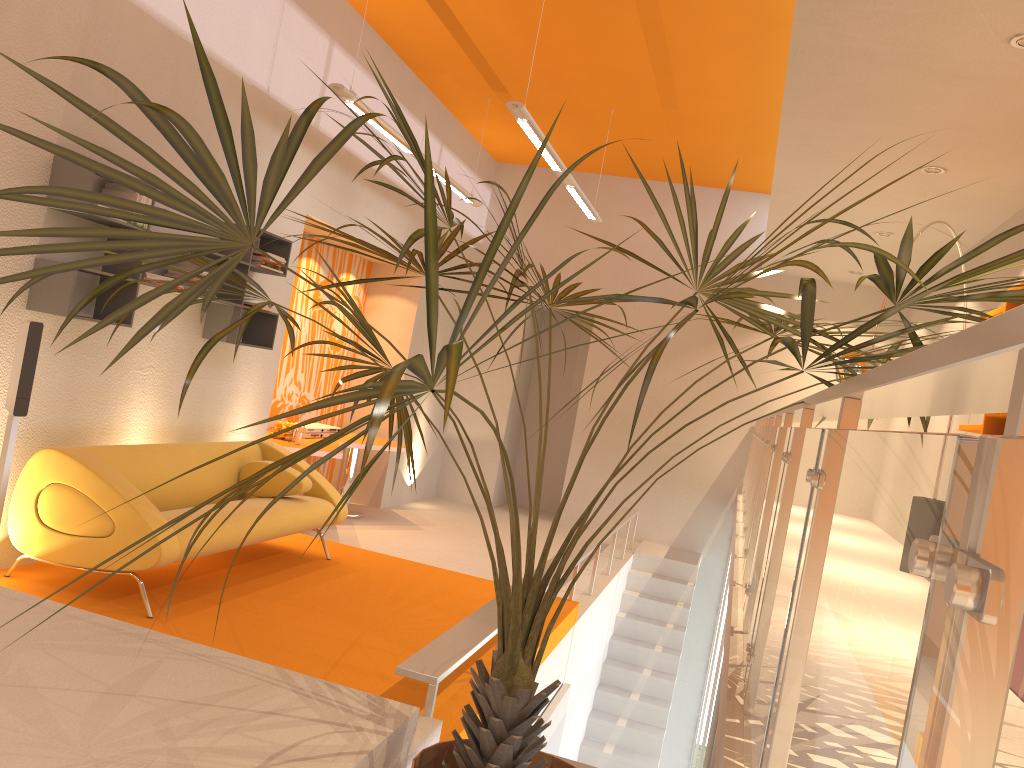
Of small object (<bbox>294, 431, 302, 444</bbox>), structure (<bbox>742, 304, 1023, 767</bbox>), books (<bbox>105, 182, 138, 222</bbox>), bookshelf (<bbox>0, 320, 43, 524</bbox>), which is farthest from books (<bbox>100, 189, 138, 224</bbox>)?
structure (<bbox>742, 304, 1023, 767</bbox>)

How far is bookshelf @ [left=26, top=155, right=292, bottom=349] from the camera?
4.41m

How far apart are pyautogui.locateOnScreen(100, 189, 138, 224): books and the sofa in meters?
1.4

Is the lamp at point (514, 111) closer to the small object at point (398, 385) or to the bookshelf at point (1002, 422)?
the small object at point (398, 385)

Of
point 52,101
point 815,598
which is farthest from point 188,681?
point 52,101

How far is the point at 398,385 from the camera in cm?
127

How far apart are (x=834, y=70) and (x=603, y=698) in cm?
605

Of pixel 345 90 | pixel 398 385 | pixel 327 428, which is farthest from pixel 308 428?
pixel 398 385

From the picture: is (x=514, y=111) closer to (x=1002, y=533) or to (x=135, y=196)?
(x=135, y=196)

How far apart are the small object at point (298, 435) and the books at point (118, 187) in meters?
3.0
